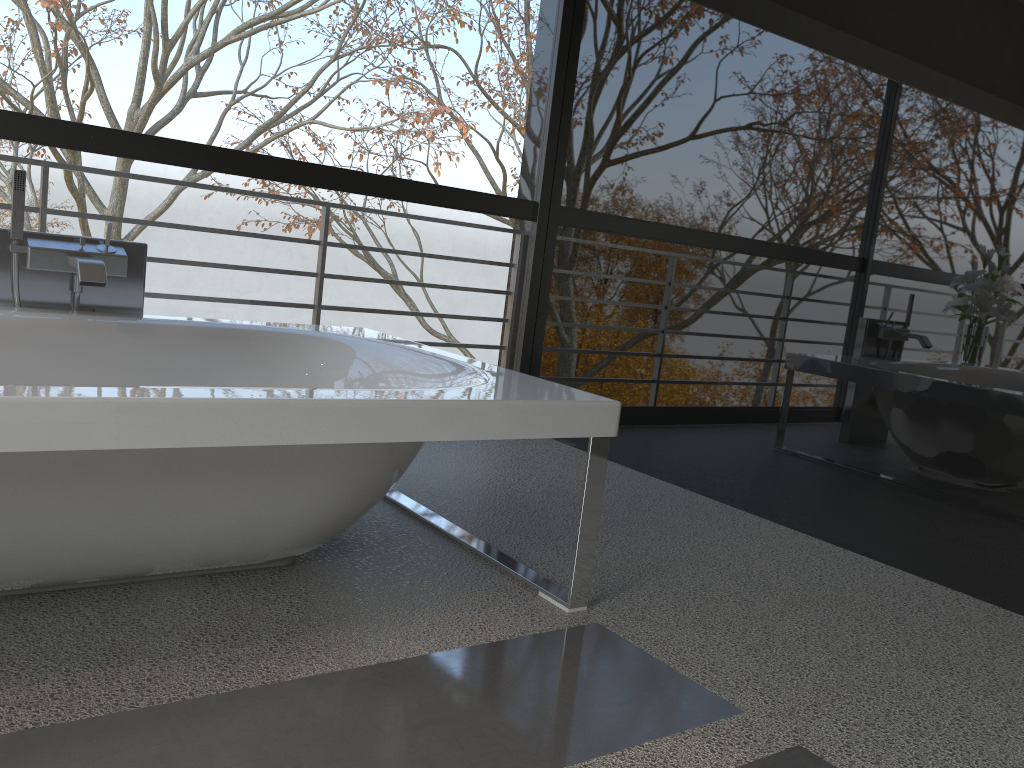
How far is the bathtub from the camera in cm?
148

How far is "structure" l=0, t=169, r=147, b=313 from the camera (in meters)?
2.44

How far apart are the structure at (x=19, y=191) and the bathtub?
0.11m

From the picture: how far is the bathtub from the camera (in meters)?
1.48

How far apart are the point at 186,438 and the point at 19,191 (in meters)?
1.40

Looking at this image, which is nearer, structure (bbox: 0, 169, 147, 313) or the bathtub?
the bathtub

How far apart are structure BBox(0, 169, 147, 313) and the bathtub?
0.1m

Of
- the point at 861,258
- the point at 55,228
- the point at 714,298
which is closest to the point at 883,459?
the point at 861,258

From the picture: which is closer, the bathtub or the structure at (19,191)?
the bathtub
